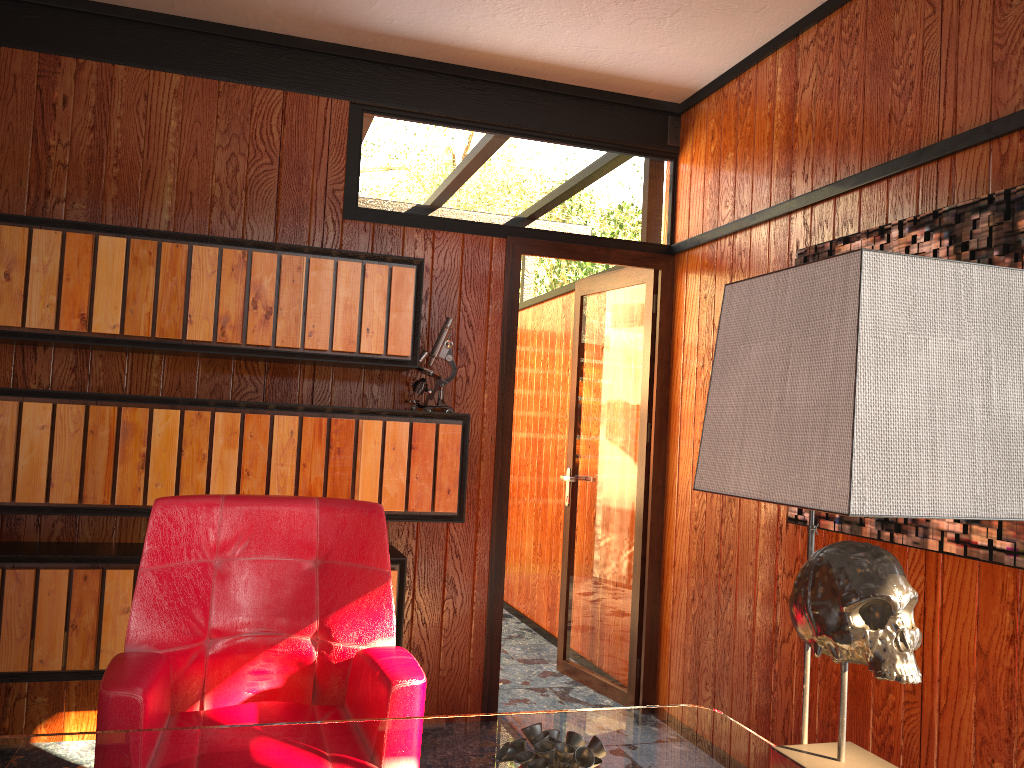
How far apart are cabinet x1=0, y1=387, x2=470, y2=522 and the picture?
1.1m

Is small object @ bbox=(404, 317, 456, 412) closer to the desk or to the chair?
the chair

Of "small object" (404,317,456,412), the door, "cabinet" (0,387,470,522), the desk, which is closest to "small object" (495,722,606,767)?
the desk

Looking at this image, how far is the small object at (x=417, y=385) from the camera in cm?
322

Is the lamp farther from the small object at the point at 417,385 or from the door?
the door

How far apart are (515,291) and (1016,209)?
1.91m

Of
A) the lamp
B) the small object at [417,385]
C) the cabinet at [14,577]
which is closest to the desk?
the lamp

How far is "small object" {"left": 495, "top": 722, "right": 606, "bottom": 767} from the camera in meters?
1.0

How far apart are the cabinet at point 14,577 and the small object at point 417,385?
0.53m

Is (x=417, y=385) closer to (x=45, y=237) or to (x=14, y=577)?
(x=45, y=237)
